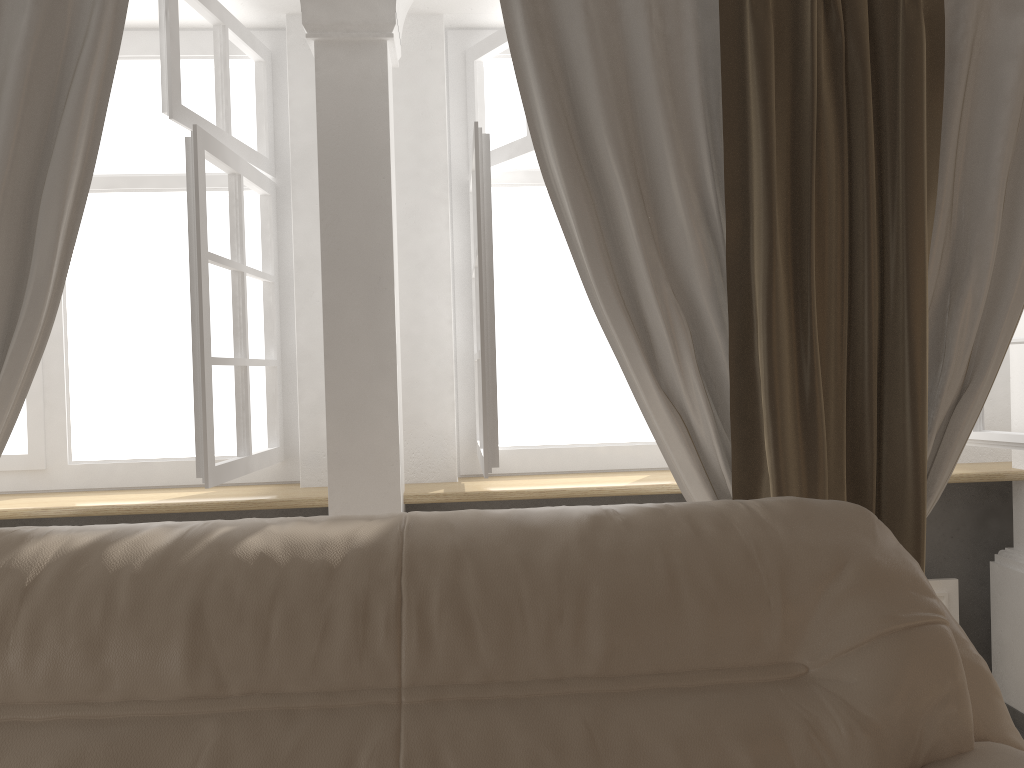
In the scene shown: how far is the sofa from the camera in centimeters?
130cm

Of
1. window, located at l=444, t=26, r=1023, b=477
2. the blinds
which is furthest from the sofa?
window, located at l=444, t=26, r=1023, b=477

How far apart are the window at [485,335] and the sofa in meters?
0.7 m

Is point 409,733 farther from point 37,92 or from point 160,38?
point 160,38

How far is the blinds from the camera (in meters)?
2.06

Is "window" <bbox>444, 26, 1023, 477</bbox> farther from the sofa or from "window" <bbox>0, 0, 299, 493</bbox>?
the sofa

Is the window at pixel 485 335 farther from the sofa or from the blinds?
the sofa

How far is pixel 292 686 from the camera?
1.3 meters

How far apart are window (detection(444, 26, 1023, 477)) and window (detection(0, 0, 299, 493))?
0.5m

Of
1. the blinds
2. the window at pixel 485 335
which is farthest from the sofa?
the window at pixel 485 335
